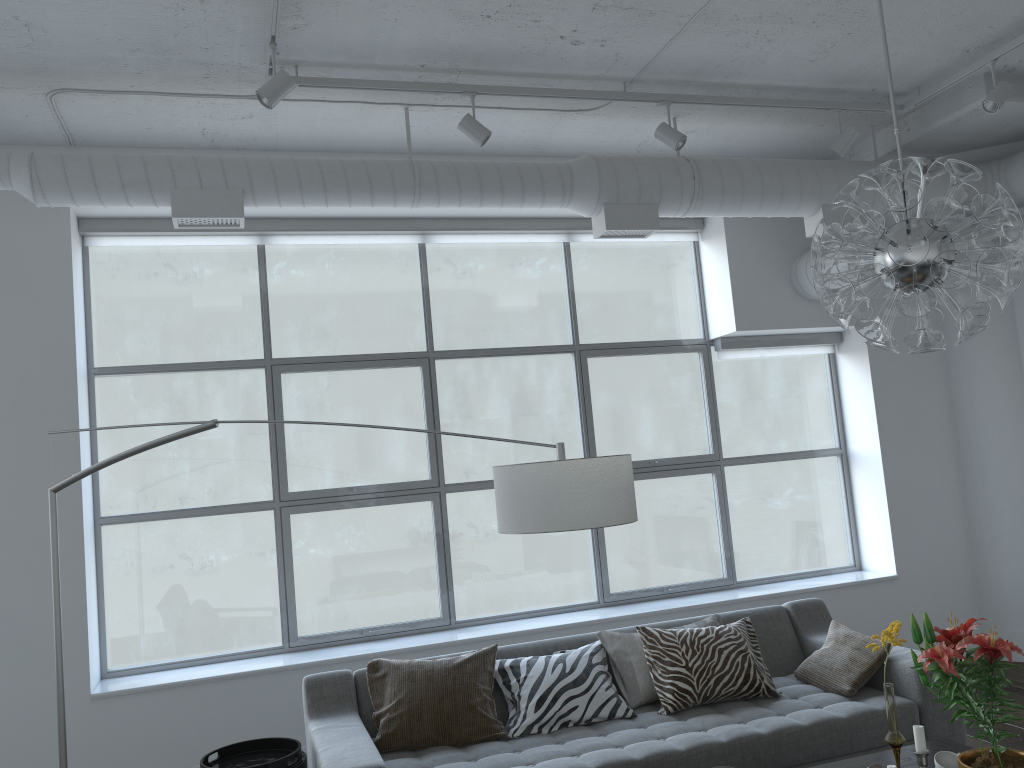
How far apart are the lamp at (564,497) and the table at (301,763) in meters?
0.5 m

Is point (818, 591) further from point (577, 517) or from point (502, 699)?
point (577, 517)

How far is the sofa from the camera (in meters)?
3.21

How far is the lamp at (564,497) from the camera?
2.5 meters

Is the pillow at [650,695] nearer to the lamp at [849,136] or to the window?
the window

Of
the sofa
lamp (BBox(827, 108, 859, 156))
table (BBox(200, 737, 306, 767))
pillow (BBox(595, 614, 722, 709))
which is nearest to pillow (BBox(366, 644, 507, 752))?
the sofa

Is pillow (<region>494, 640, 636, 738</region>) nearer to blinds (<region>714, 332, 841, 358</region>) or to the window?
the window

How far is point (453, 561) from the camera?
21.6m

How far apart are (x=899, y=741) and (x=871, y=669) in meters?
1.0

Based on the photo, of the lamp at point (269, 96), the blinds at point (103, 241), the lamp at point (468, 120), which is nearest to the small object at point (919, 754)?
the lamp at point (468, 120)
